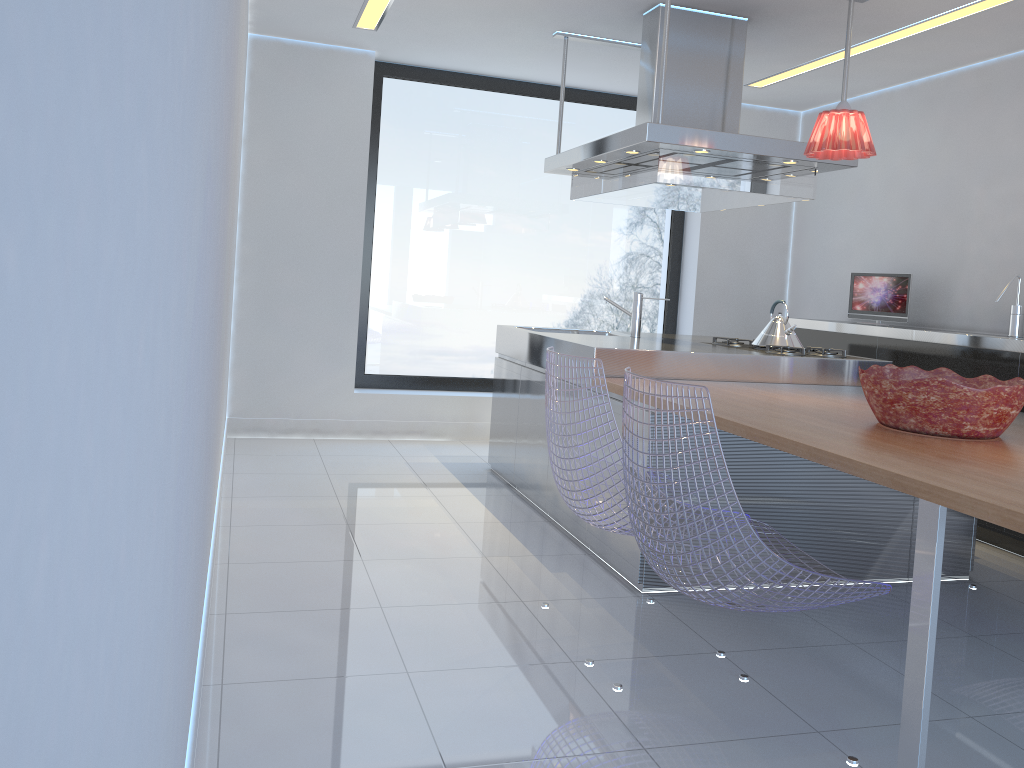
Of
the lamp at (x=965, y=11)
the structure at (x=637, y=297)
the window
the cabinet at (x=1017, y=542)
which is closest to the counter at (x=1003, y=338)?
the cabinet at (x=1017, y=542)

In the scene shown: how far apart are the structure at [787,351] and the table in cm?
28

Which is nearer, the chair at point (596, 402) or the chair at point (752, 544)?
the chair at point (752, 544)

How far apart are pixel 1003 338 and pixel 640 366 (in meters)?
1.76

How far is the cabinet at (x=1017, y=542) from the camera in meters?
4.1 m

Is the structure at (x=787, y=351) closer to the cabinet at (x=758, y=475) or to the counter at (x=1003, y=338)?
the counter at (x=1003, y=338)

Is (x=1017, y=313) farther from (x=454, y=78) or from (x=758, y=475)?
(x=454, y=78)

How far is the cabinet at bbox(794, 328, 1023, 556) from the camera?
4.08m

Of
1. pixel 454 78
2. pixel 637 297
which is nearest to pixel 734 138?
pixel 637 297

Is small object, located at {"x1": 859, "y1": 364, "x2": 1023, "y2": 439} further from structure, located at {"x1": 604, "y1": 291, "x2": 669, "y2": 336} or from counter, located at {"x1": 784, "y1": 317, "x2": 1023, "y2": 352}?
structure, located at {"x1": 604, "y1": 291, "x2": 669, "y2": 336}
